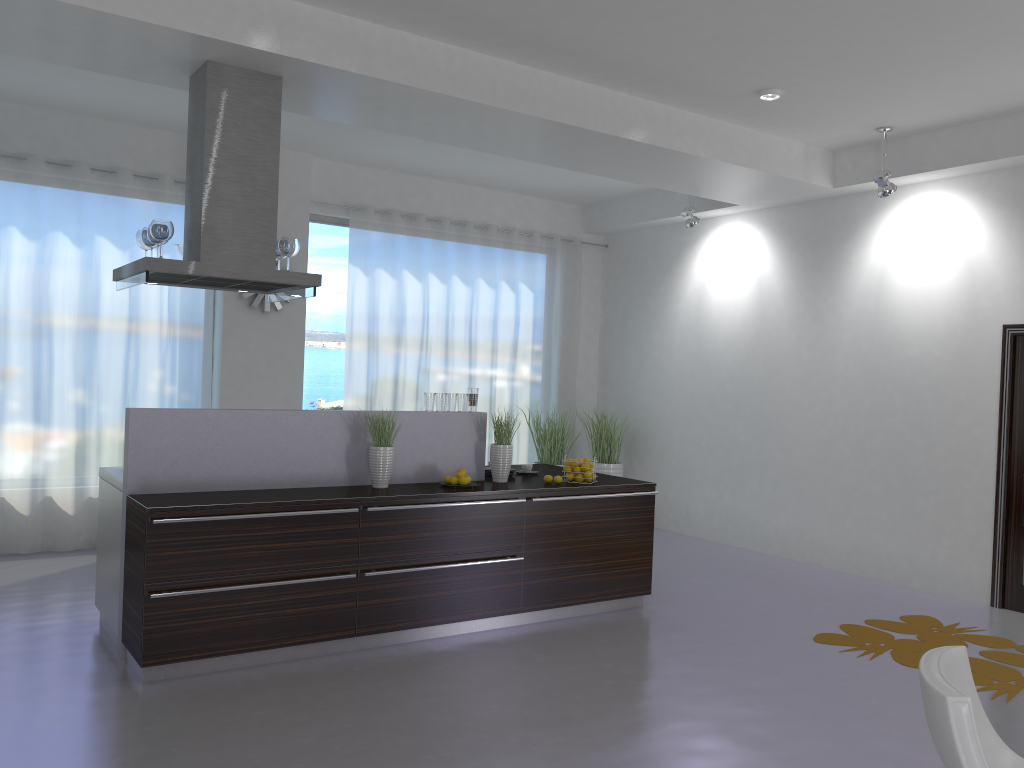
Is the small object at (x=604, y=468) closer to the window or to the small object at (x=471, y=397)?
the window

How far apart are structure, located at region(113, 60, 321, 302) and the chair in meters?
3.8

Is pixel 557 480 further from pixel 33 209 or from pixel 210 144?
pixel 33 209

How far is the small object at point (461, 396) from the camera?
5.7 meters

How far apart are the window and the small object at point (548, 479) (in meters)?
3.42

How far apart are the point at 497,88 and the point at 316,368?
3.9 meters

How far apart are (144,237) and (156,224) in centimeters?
35cm

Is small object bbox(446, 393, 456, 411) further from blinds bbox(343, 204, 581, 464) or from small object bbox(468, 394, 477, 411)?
blinds bbox(343, 204, 581, 464)

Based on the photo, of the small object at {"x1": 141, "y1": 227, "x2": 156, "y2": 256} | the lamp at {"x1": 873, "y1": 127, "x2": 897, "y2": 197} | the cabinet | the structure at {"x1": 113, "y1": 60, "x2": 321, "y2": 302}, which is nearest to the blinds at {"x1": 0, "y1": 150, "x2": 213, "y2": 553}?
the structure at {"x1": 113, "y1": 60, "x2": 321, "y2": 302}

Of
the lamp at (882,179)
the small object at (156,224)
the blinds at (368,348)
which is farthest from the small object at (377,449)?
the lamp at (882,179)
